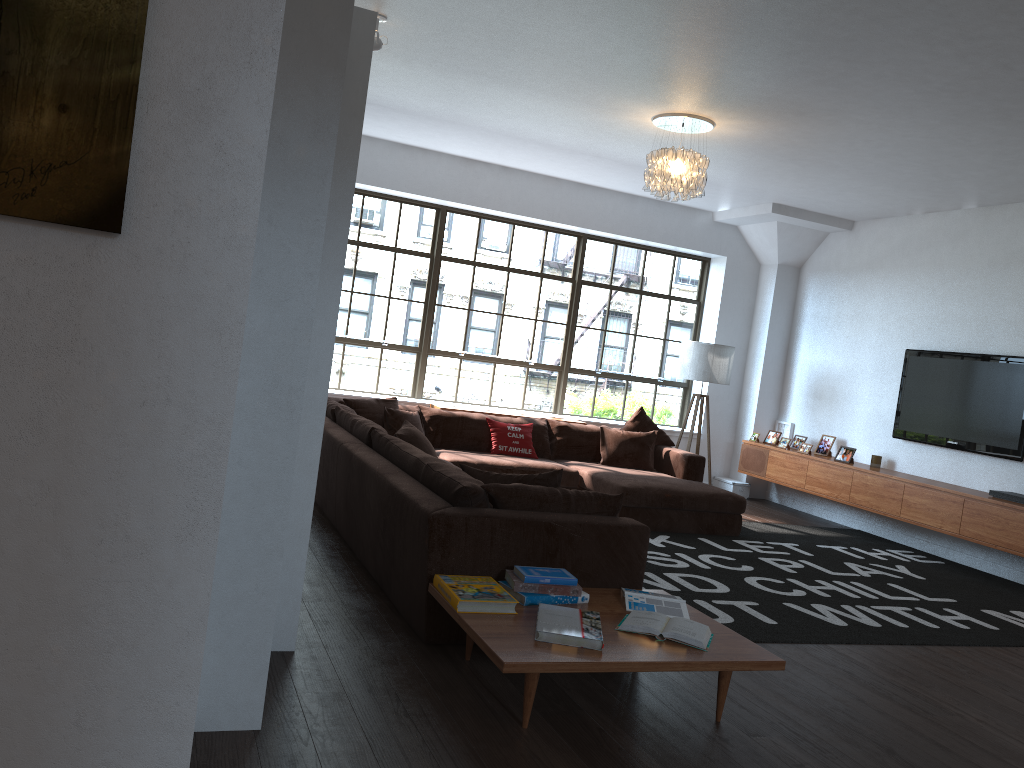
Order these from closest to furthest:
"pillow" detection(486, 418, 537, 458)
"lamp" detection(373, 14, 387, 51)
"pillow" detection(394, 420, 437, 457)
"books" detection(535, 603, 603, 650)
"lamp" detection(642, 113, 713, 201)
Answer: "books" detection(535, 603, 603, 650)
"lamp" detection(373, 14, 387, 51)
"pillow" detection(394, 420, 437, 457)
"lamp" detection(642, 113, 713, 201)
"pillow" detection(486, 418, 537, 458)

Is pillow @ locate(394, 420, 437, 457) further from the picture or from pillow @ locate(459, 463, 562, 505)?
the picture

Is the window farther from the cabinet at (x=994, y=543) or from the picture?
the picture

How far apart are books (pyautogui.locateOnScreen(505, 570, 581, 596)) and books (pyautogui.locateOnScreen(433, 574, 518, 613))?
0.1m

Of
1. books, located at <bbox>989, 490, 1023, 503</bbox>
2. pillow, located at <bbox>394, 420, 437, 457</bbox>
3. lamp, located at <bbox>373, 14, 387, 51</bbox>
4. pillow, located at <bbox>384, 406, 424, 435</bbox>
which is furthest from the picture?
books, located at <bbox>989, 490, 1023, 503</bbox>

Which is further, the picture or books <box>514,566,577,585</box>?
books <box>514,566,577,585</box>

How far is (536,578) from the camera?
3.51m

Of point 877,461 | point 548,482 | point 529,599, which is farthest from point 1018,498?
point 529,599

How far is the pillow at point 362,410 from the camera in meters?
7.1

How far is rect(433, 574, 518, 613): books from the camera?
3.3m
